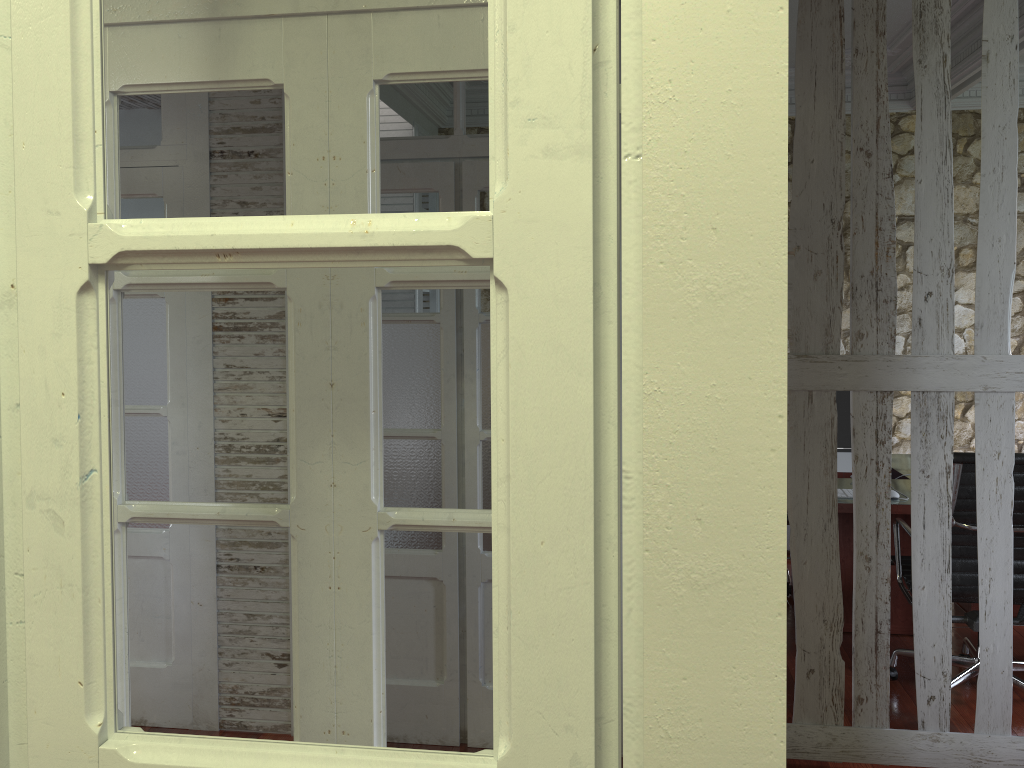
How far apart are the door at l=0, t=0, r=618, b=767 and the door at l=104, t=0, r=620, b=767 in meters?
0.8 m

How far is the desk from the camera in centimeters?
373cm

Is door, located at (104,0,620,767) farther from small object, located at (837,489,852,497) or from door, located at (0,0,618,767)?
small object, located at (837,489,852,497)

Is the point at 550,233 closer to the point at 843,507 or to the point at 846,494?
the point at 843,507

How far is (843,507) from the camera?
3.7 meters

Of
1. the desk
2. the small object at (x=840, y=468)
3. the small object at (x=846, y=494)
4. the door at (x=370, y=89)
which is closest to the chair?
the desk

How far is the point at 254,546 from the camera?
3.3m

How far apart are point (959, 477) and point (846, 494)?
0.7m

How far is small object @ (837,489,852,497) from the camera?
3.9 meters

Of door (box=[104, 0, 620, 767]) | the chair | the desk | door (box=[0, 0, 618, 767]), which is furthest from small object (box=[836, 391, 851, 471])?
door (box=[0, 0, 618, 767])
